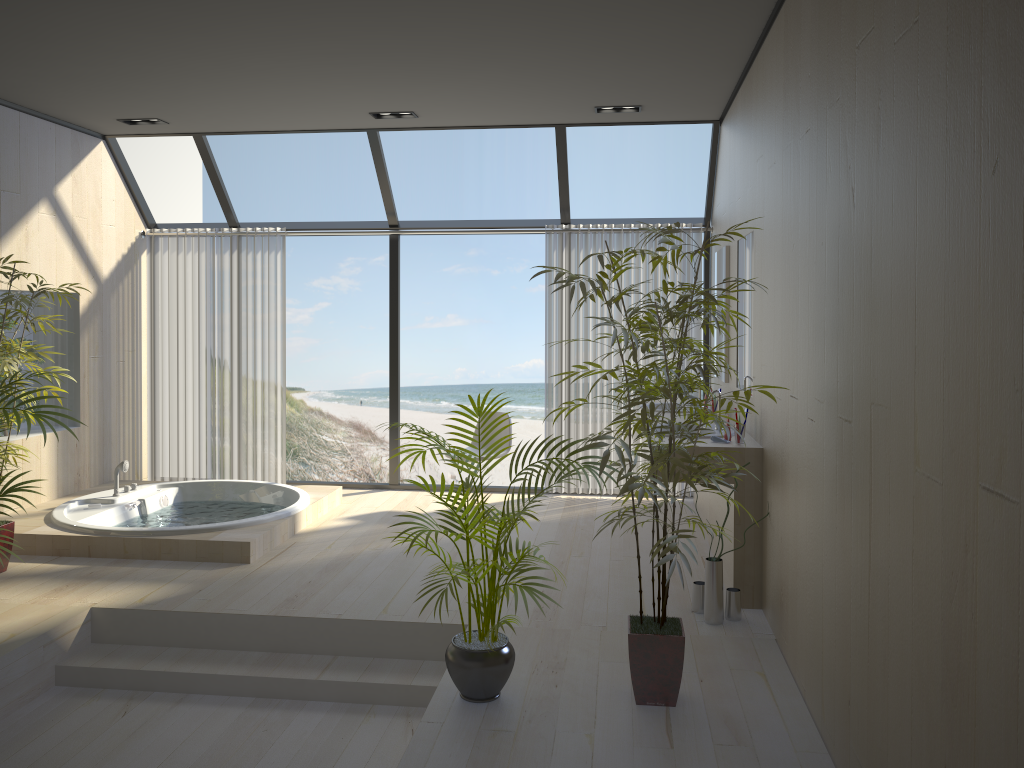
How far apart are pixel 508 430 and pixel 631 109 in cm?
244

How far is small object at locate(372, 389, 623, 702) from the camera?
3.2m

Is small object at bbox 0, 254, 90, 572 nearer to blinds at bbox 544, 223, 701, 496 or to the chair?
the chair

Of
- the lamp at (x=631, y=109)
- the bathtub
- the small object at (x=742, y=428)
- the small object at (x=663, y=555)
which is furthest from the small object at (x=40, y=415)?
the lamp at (x=631, y=109)

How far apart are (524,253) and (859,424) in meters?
14.9 m

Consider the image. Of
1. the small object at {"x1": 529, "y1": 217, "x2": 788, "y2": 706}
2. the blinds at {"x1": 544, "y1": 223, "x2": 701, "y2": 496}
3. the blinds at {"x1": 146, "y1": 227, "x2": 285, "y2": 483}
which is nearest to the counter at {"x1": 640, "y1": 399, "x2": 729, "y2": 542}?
the blinds at {"x1": 544, "y1": 223, "x2": 701, "y2": 496}

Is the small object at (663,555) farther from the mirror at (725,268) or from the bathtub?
the bathtub

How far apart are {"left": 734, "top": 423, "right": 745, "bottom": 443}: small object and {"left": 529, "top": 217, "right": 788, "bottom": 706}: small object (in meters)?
0.97

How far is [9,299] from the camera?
4.6 meters

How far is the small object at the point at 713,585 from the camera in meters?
4.1
